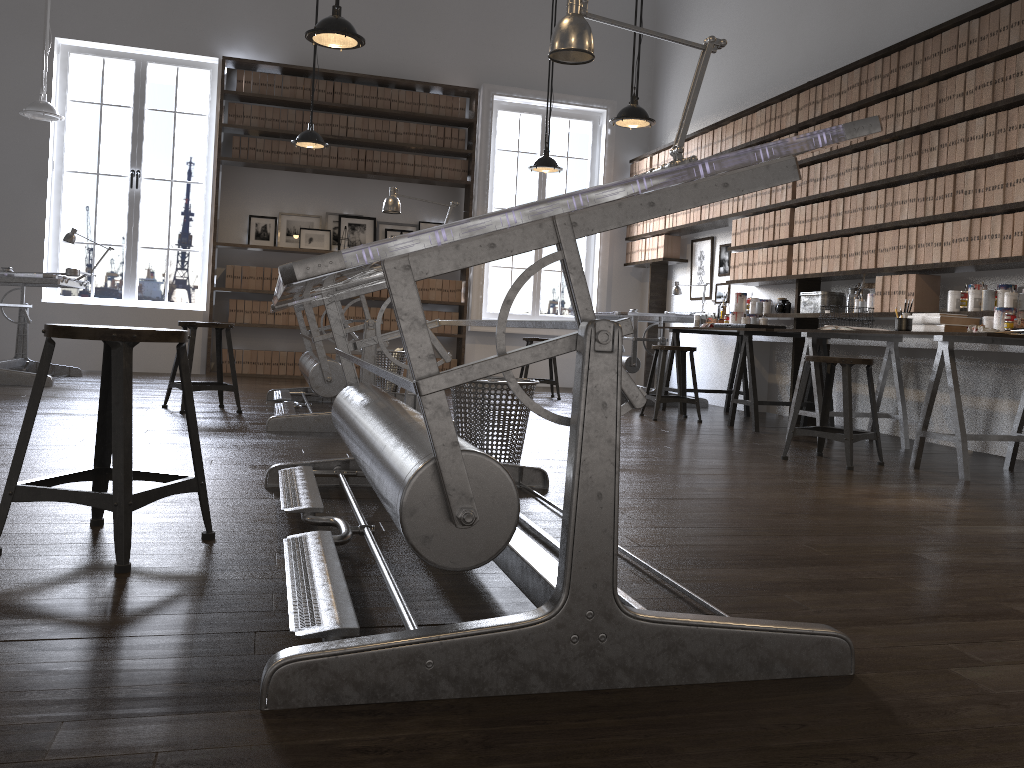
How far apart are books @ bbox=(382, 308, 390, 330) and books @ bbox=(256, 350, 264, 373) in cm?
123

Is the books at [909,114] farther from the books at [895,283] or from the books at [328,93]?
the books at [328,93]

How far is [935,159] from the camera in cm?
500

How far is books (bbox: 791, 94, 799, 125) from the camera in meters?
6.3

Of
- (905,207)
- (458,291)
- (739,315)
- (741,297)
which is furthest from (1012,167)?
(458,291)

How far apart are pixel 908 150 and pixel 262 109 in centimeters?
579cm

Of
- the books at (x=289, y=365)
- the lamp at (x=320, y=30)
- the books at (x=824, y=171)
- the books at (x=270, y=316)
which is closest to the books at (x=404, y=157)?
the books at (x=270, y=316)

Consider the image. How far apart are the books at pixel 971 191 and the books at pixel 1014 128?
0.3 meters

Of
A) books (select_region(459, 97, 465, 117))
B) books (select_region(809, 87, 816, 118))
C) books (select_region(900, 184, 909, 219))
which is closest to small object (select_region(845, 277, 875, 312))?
books (select_region(900, 184, 909, 219))

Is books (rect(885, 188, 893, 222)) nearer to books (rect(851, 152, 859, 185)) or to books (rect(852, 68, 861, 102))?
books (rect(851, 152, 859, 185))
